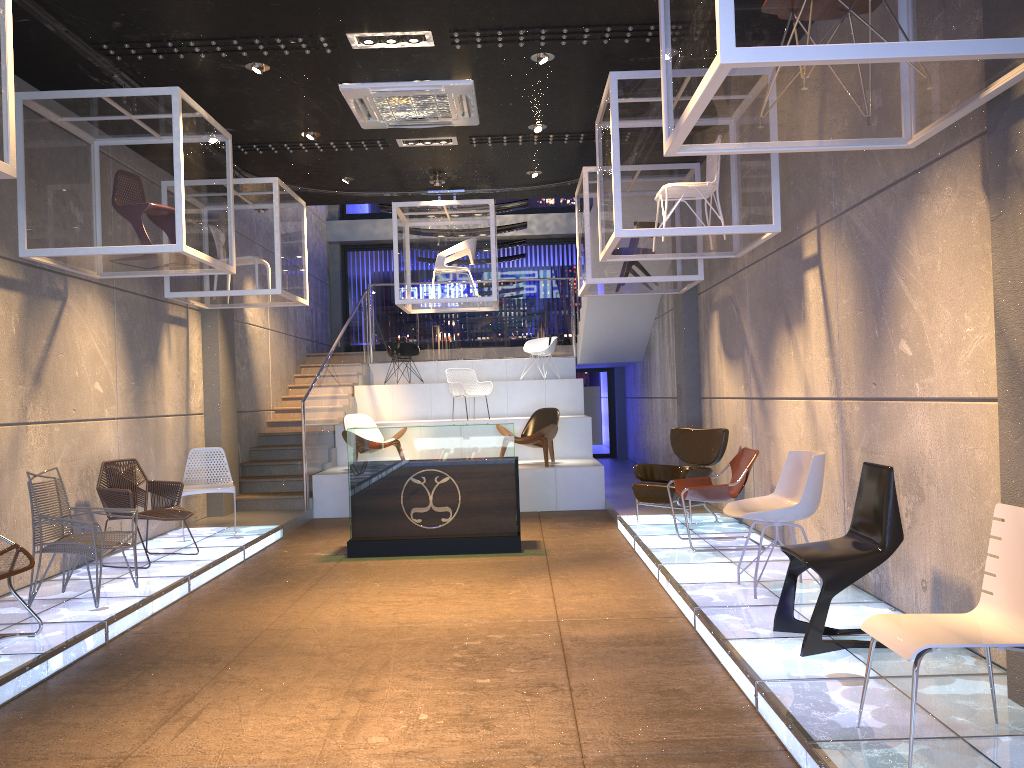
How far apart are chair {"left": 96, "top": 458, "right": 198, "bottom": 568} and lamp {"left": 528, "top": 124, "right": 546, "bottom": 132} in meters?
4.7

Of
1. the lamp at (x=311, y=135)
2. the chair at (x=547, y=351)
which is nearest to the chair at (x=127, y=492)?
the lamp at (x=311, y=135)

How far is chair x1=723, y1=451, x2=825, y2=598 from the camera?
5.53m

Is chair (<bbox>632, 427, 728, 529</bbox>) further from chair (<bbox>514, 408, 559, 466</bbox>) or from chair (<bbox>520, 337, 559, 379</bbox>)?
chair (<bbox>520, 337, 559, 379</bbox>)

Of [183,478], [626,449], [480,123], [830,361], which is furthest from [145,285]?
[626,449]

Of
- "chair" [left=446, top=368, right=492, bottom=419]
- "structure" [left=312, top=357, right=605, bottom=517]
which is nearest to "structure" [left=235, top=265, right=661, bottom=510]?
"structure" [left=312, top=357, right=605, bottom=517]

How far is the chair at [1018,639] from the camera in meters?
3.0 m

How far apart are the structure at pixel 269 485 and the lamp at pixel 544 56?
3.7 meters

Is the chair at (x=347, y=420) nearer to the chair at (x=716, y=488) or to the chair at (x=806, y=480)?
the chair at (x=716, y=488)

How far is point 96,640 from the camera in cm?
538
